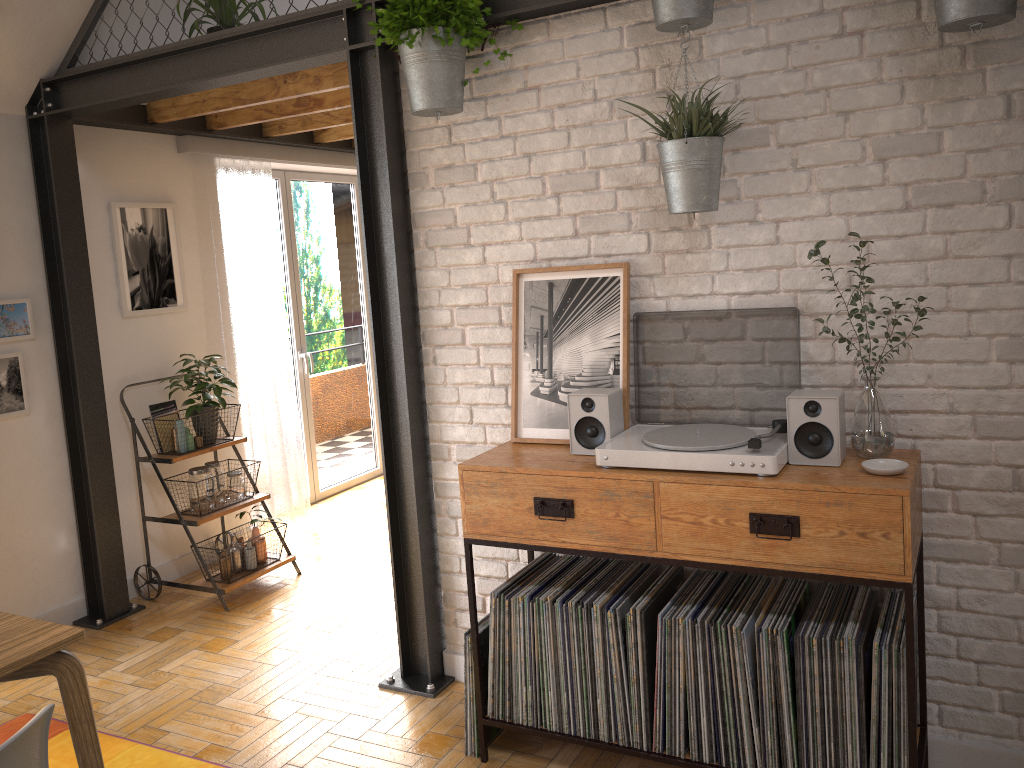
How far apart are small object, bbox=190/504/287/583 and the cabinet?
1.8 meters

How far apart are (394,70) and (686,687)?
2.25m

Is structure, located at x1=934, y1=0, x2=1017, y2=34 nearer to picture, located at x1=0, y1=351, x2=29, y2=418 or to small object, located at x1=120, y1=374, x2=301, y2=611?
small object, located at x1=120, y1=374, x2=301, y2=611

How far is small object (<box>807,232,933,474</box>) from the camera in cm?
233

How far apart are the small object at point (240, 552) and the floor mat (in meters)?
1.12

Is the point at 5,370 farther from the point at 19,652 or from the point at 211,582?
the point at 19,652

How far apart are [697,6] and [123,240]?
3.2m

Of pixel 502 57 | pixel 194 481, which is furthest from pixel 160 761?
Answer: pixel 502 57

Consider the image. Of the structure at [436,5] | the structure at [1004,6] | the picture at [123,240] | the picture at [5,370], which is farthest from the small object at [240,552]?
the structure at [1004,6]

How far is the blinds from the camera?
4.9 meters
